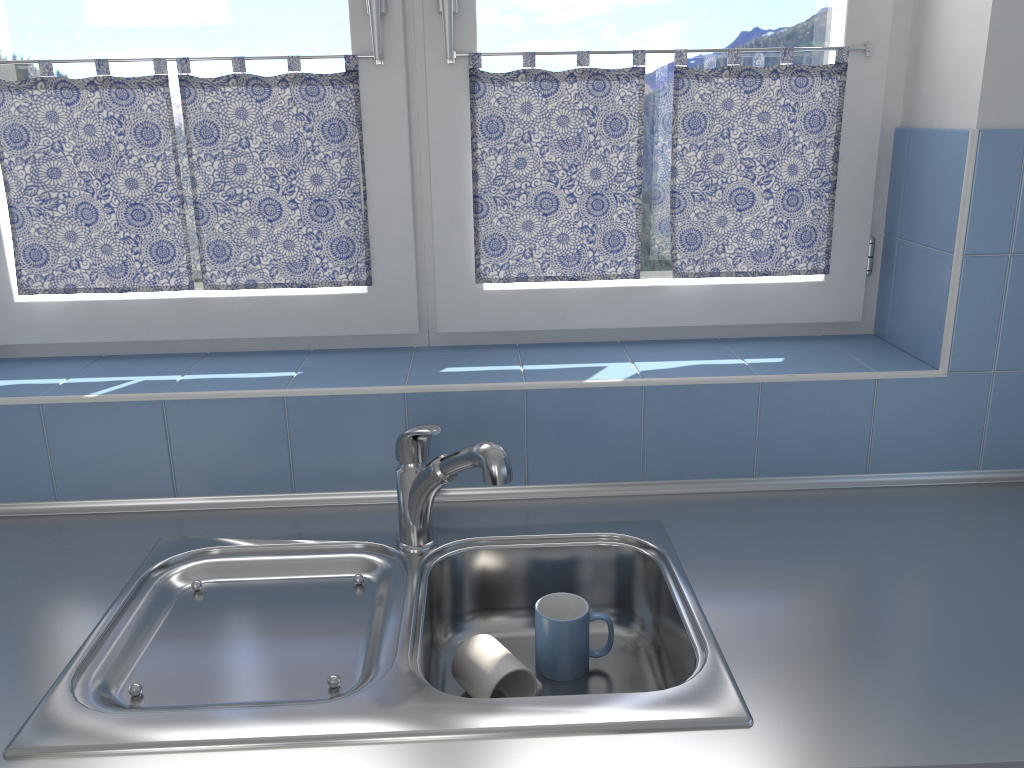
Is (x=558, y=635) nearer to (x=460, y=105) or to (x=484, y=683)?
(x=484, y=683)

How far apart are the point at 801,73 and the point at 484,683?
1.16m

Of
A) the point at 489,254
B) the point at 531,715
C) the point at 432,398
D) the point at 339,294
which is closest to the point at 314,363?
the point at 339,294

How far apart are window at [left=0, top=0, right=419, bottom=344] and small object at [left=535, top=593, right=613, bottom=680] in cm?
60

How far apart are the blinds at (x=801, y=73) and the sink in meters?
0.5

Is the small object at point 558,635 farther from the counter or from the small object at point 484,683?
the counter

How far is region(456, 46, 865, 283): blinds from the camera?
1.6m

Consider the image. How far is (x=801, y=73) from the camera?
1.6 meters

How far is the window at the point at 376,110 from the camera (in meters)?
1.56

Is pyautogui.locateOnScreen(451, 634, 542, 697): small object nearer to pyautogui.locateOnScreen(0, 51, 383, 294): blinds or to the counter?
the counter
